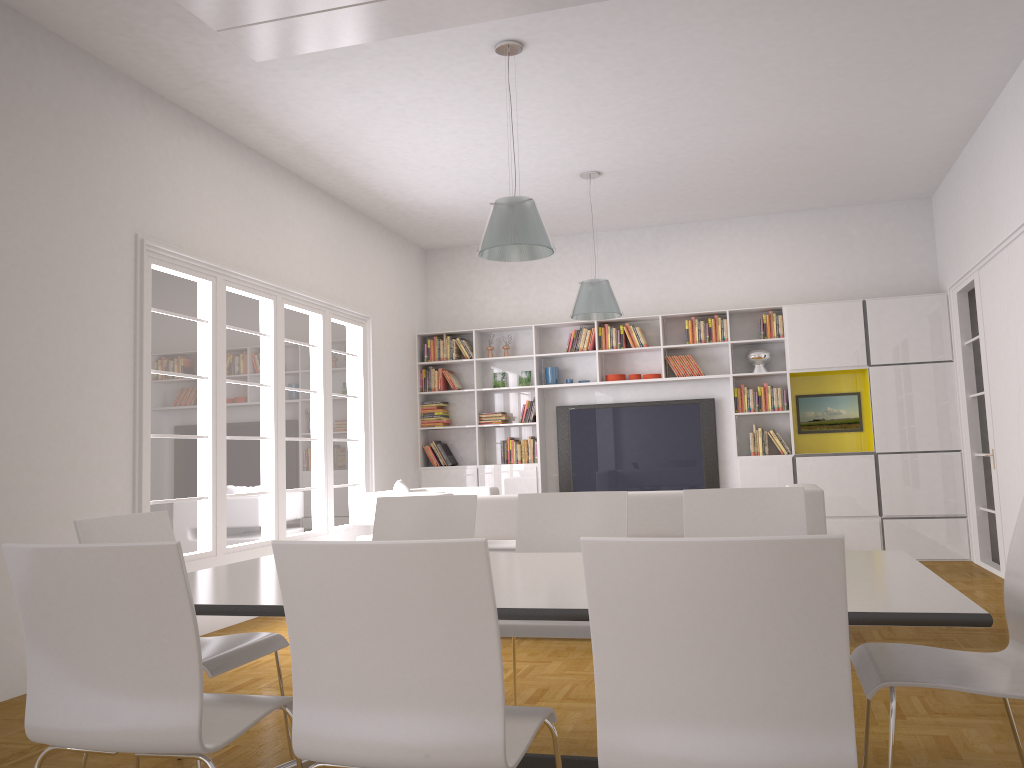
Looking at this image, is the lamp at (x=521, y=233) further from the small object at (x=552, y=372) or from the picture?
the picture

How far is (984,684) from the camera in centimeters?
225cm

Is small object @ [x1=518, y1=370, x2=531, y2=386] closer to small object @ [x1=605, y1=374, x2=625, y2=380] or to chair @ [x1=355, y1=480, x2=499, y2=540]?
small object @ [x1=605, y1=374, x2=625, y2=380]

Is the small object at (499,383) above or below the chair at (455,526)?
above

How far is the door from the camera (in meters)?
7.72

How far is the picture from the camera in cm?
873

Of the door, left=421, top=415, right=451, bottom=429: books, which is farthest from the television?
the door

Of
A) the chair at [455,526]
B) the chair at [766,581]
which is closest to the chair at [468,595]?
the chair at [766,581]

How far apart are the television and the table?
6.04m

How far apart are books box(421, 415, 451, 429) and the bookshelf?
0.1 meters
